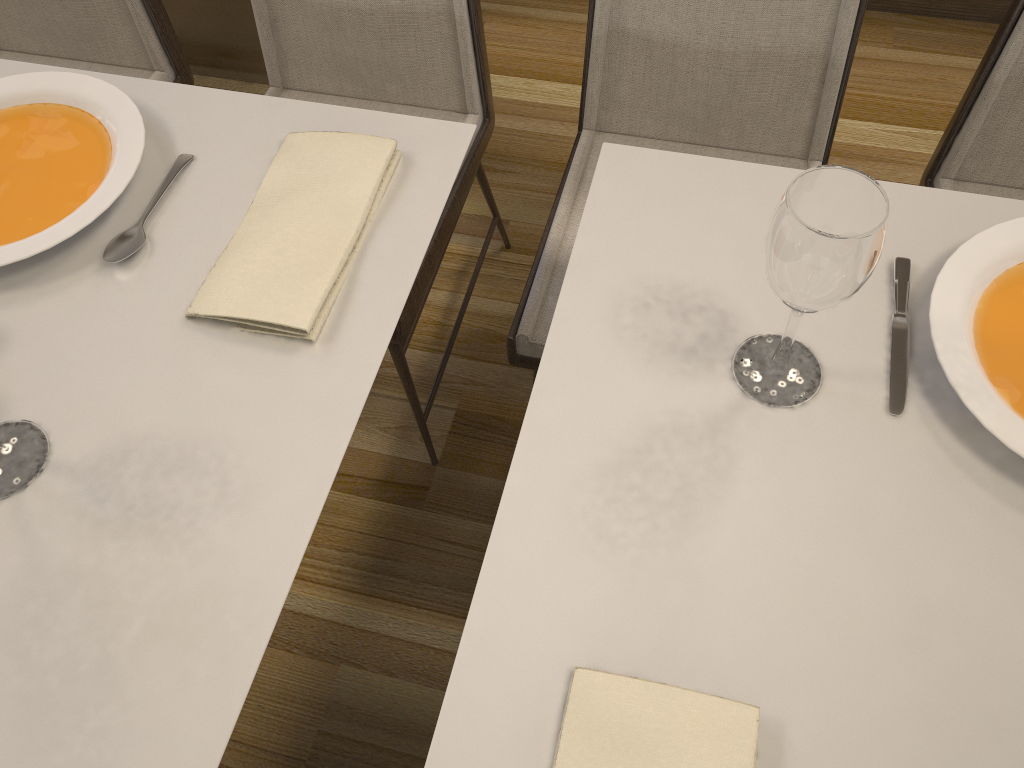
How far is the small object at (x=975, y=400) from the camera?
0.8m

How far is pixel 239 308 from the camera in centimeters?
88cm

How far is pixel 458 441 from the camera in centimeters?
168cm

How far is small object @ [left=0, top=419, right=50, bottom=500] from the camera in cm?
→ 81

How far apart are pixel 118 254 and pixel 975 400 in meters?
0.9 m

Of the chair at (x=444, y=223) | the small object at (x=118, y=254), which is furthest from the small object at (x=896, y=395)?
the small object at (x=118, y=254)

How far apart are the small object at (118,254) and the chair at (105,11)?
0.6m

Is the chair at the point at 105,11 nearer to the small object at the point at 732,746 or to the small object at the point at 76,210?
the small object at the point at 76,210

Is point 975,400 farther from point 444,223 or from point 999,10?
point 999,10

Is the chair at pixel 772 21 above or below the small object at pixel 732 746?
below
